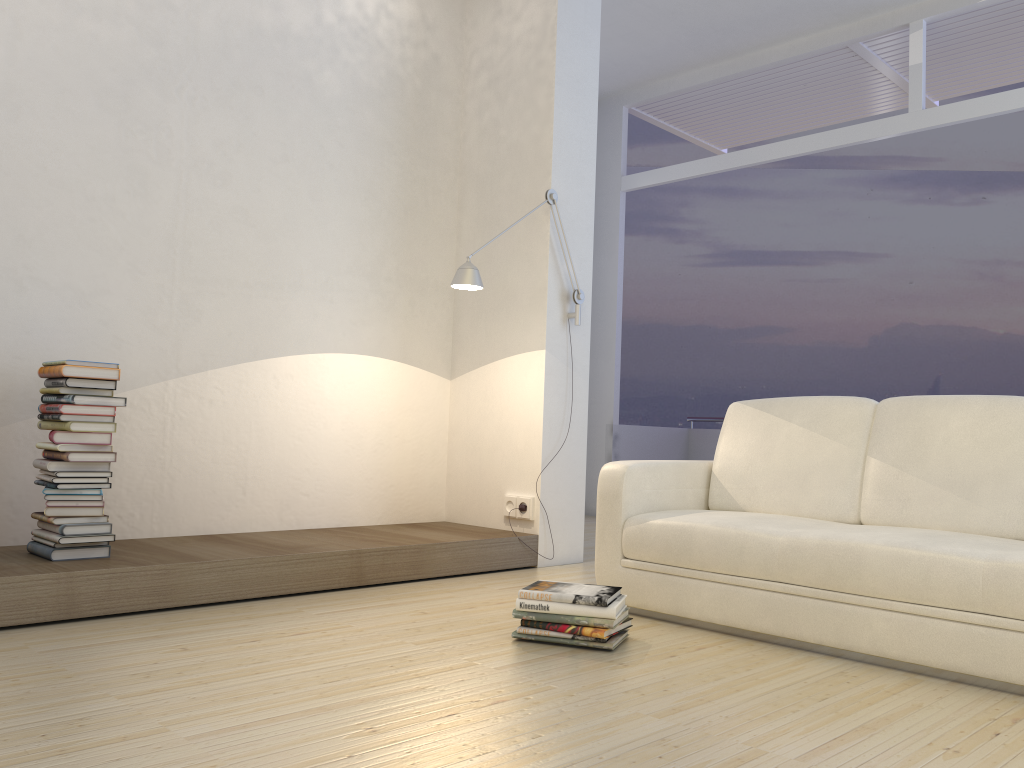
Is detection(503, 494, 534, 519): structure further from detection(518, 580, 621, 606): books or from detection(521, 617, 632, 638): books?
detection(521, 617, 632, 638): books

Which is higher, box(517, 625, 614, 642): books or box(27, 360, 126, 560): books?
box(27, 360, 126, 560): books

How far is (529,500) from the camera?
4.4 meters

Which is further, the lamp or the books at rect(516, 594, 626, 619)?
the lamp

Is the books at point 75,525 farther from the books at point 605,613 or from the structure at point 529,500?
the structure at point 529,500

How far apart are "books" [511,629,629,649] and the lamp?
1.7m

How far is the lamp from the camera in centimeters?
393cm

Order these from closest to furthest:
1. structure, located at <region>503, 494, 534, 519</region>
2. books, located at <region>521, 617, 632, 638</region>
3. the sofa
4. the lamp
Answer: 1. the sofa
2. books, located at <region>521, 617, 632, 638</region>
3. the lamp
4. structure, located at <region>503, 494, 534, 519</region>

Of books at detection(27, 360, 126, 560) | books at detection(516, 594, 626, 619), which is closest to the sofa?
books at detection(516, 594, 626, 619)

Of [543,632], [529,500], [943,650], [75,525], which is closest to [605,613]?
[543,632]
